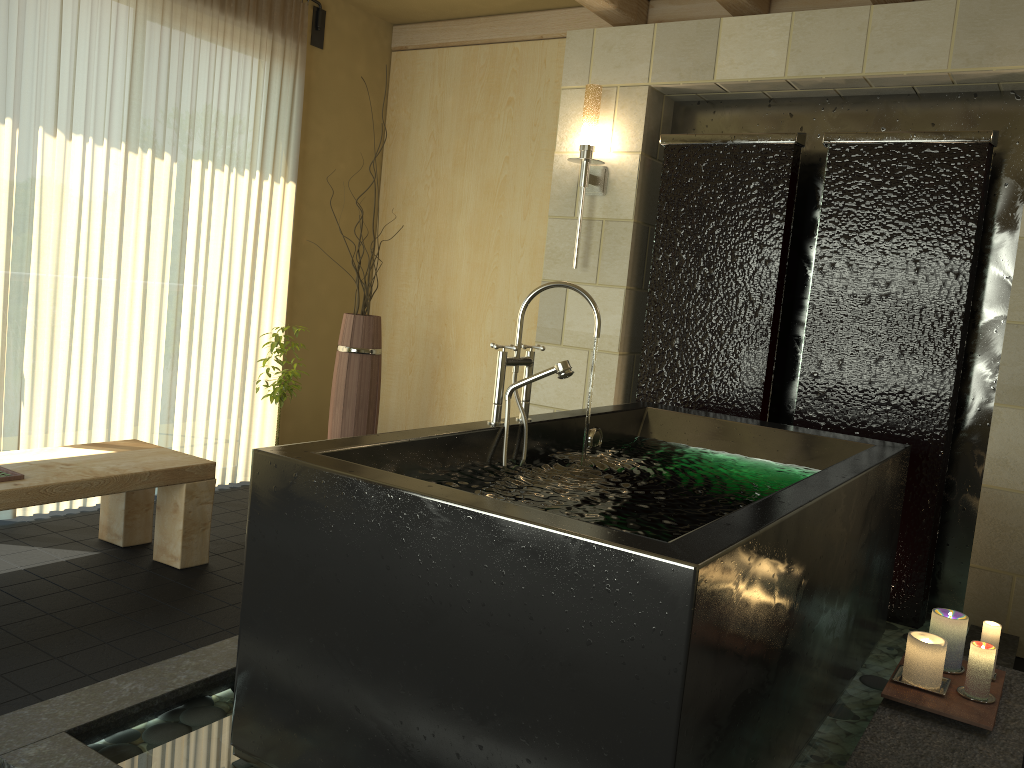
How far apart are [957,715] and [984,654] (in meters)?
0.19

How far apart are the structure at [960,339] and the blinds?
2.7 meters

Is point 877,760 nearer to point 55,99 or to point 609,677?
point 609,677

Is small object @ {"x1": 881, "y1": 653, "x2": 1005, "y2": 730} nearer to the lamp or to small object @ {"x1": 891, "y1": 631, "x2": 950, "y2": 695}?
small object @ {"x1": 891, "y1": 631, "x2": 950, "y2": 695}

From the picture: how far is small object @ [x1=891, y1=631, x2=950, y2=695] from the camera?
2.32m

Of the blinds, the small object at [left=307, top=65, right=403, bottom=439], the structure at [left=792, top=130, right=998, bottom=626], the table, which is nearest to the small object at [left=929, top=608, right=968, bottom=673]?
the structure at [left=792, top=130, right=998, bottom=626]

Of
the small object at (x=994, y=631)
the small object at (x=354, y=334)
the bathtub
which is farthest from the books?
the small object at (x=994, y=631)

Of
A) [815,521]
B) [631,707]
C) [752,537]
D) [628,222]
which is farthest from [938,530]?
[631,707]

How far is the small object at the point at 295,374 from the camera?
3.9 meters

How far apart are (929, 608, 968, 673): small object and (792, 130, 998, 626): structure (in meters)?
1.02
